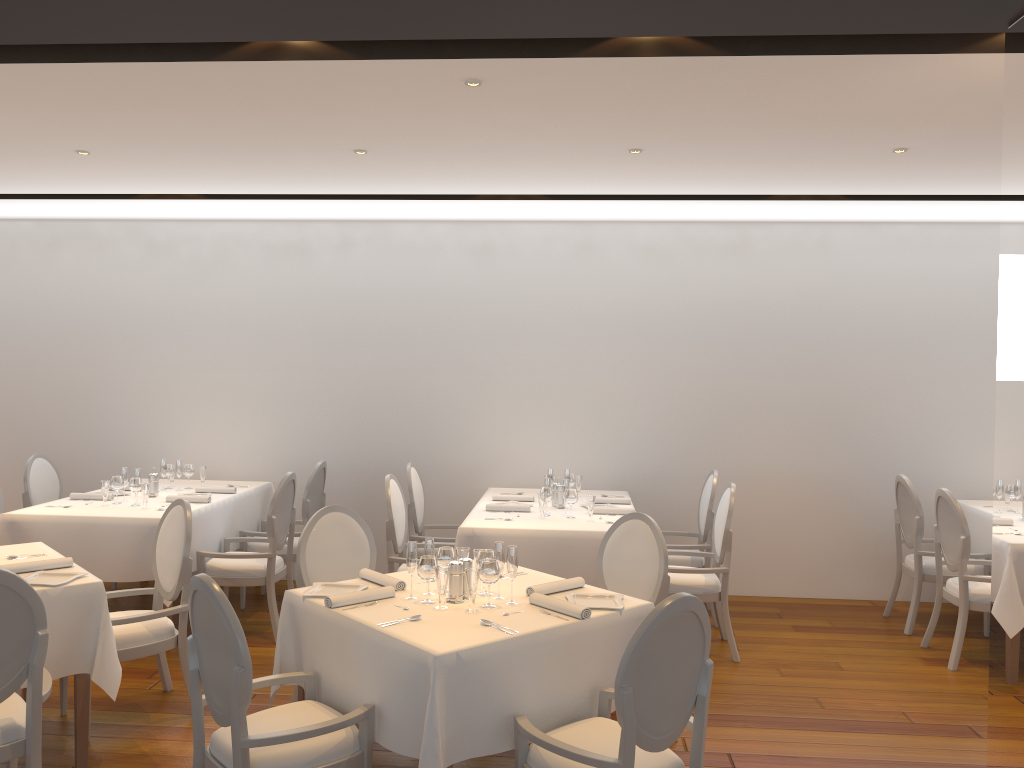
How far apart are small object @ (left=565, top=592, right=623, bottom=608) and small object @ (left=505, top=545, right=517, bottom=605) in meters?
0.3 m

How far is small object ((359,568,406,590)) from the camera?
3.82m

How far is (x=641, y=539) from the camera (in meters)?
4.41

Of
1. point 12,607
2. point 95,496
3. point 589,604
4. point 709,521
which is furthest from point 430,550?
point 95,496

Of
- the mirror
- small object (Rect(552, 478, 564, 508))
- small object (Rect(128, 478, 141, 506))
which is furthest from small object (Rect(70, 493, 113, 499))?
the mirror

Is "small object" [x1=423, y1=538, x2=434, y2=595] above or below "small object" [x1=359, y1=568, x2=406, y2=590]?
above

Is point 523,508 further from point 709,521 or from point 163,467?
point 163,467

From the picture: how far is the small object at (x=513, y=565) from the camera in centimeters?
361cm

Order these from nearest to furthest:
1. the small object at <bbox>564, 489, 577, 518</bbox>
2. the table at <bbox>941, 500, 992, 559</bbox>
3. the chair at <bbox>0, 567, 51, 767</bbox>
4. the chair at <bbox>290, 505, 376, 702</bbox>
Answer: the chair at <bbox>0, 567, 51, 767</bbox>, the chair at <bbox>290, 505, 376, 702</bbox>, the small object at <bbox>564, 489, 577, 518</bbox>, the table at <bbox>941, 500, 992, 559</bbox>

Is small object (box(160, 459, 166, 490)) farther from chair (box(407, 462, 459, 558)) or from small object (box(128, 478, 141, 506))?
chair (box(407, 462, 459, 558))
